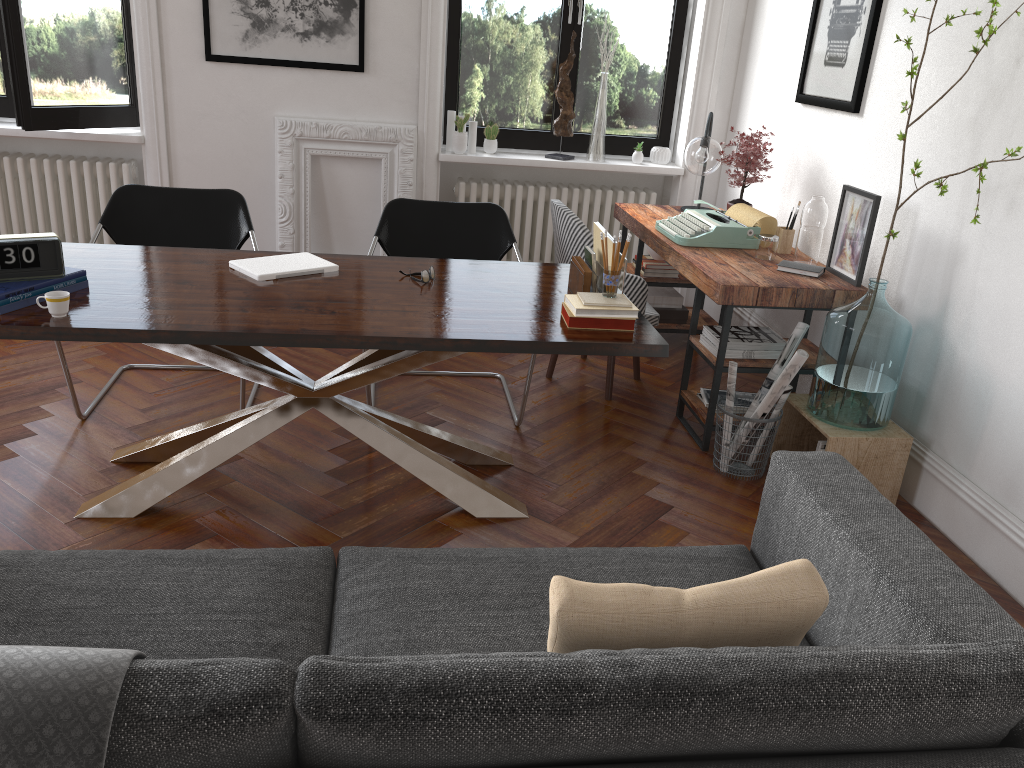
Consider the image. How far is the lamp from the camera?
4.66m

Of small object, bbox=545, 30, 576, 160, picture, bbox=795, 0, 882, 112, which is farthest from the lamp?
small object, bbox=545, 30, 576, 160

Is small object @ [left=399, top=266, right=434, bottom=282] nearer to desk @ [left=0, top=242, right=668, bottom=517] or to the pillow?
desk @ [left=0, top=242, right=668, bottom=517]

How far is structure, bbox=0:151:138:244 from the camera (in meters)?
5.28

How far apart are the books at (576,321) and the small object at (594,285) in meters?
0.2

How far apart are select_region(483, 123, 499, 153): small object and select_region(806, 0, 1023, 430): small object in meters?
2.8 m

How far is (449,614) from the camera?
2.0m

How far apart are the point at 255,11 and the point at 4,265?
2.95m

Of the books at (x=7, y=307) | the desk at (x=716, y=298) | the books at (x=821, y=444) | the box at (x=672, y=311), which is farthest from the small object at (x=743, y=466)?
the books at (x=7, y=307)

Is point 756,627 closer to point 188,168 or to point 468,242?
point 468,242
